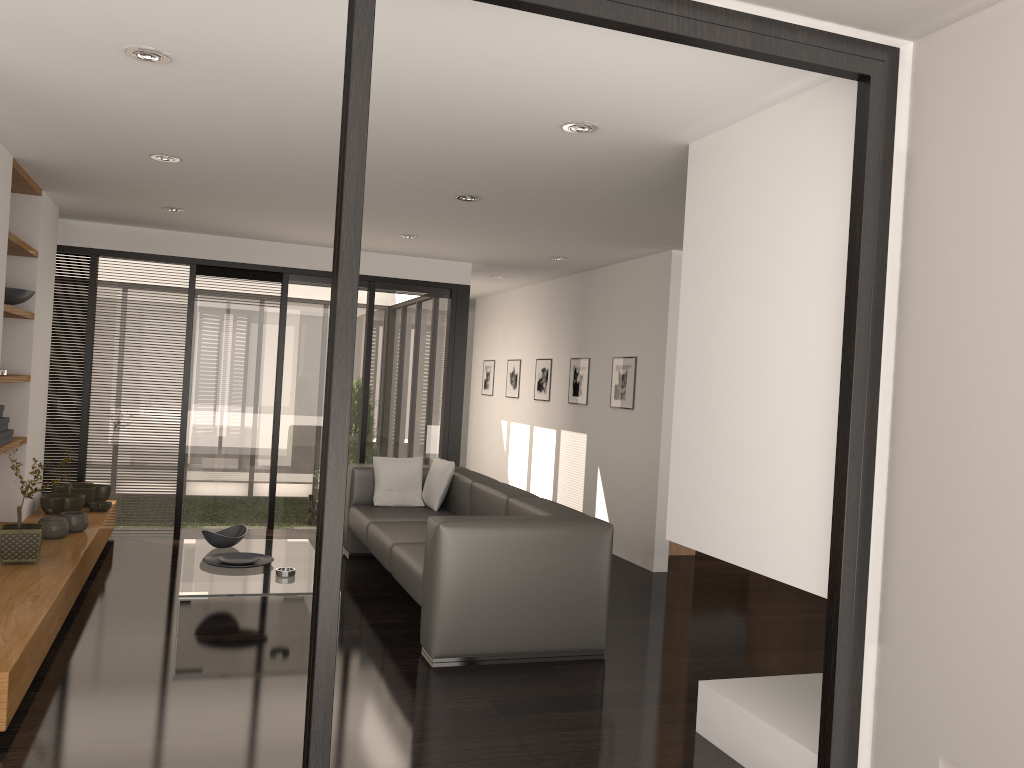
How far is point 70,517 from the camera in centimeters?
545cm

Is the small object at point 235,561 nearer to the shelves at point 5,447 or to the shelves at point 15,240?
the shelves at point 5,447

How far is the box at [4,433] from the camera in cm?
512

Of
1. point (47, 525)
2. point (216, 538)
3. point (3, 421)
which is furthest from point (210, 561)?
point (3, 421)

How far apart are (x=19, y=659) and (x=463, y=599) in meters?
1.8 m

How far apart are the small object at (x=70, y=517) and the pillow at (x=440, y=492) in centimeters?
223cm

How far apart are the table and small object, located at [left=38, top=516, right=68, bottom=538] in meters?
0.7

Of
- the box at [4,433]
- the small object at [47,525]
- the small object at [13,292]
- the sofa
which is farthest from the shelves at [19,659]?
the sofa

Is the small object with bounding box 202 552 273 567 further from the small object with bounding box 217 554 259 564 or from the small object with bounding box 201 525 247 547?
the small object with bounding box 201 525 247 547

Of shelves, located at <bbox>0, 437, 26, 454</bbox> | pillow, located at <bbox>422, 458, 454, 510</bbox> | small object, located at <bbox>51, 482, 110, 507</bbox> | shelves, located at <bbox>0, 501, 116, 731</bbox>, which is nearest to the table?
shelves, located at <bbox>0, 501, 116, 731</bbox>
